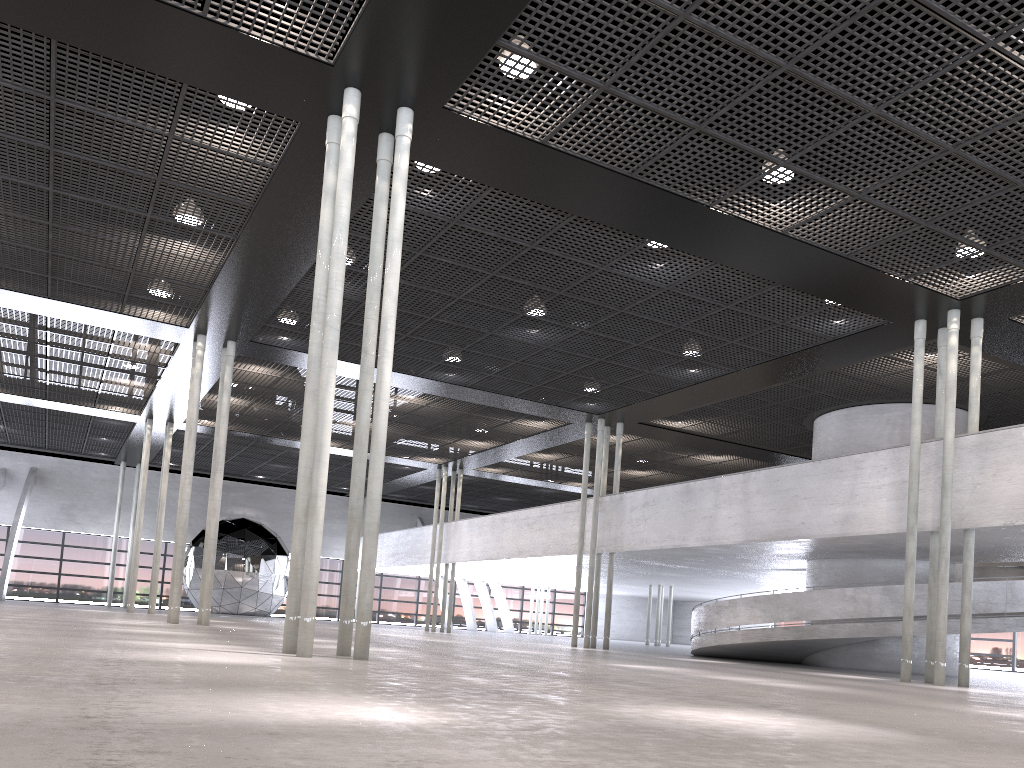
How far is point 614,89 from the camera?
9.75m

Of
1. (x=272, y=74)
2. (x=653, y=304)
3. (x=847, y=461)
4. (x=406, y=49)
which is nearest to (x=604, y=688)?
(x=406, y=49)
